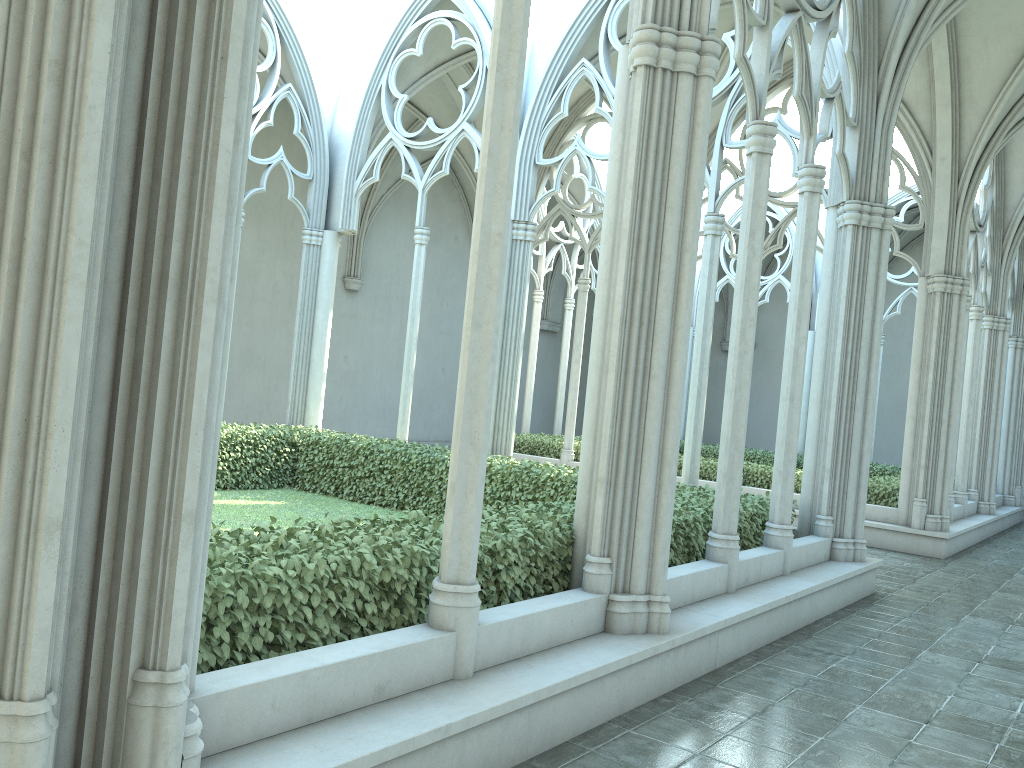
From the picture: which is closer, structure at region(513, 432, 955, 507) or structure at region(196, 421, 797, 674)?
structure at region(196, 421, 797, 674)

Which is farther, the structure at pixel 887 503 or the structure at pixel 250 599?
the structure at pixel 887 503

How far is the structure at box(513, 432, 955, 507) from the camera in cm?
1385

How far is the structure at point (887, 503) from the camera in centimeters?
1385cm

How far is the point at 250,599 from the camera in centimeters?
384cm

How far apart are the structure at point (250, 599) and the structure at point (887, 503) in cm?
520

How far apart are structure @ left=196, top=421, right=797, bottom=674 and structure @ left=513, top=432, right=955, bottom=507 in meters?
5.2 m

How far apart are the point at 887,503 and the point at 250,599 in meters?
12.2 m
